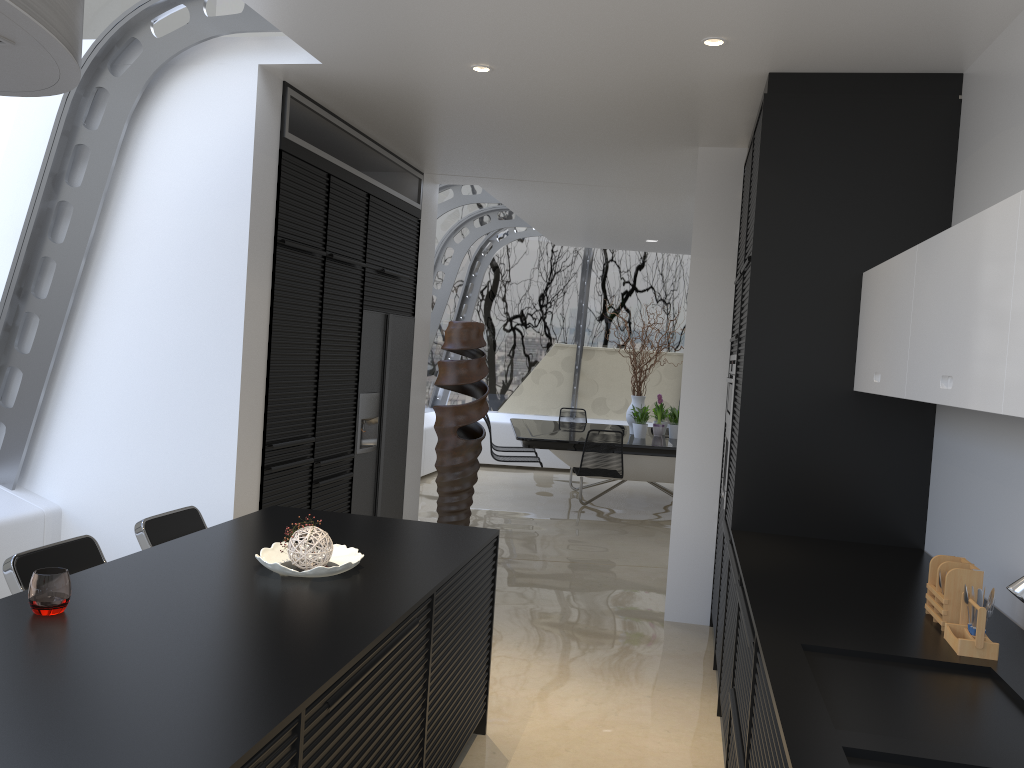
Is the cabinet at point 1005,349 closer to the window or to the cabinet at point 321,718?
the cabinet at point 321,718

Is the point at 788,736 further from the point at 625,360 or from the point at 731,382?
the point at 625,360

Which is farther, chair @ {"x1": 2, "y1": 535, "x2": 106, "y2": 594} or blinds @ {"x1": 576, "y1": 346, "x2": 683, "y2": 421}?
blinds @ {"x1": 576, "y1": 346, "x2": 683, "y2": 421}

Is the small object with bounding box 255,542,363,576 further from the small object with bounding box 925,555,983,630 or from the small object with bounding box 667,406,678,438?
the small object with bounding box 667,406,678,438

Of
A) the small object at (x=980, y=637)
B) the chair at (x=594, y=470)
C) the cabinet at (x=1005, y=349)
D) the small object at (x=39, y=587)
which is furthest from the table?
the small object at (x=39, y=587)

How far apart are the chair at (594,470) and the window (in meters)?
2.52

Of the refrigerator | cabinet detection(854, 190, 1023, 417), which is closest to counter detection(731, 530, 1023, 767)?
cabinet detection(854, 190, 1023, 417)

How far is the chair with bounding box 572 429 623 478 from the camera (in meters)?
8.49

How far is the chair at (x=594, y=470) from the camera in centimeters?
849cm

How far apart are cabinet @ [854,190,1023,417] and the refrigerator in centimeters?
320cm
